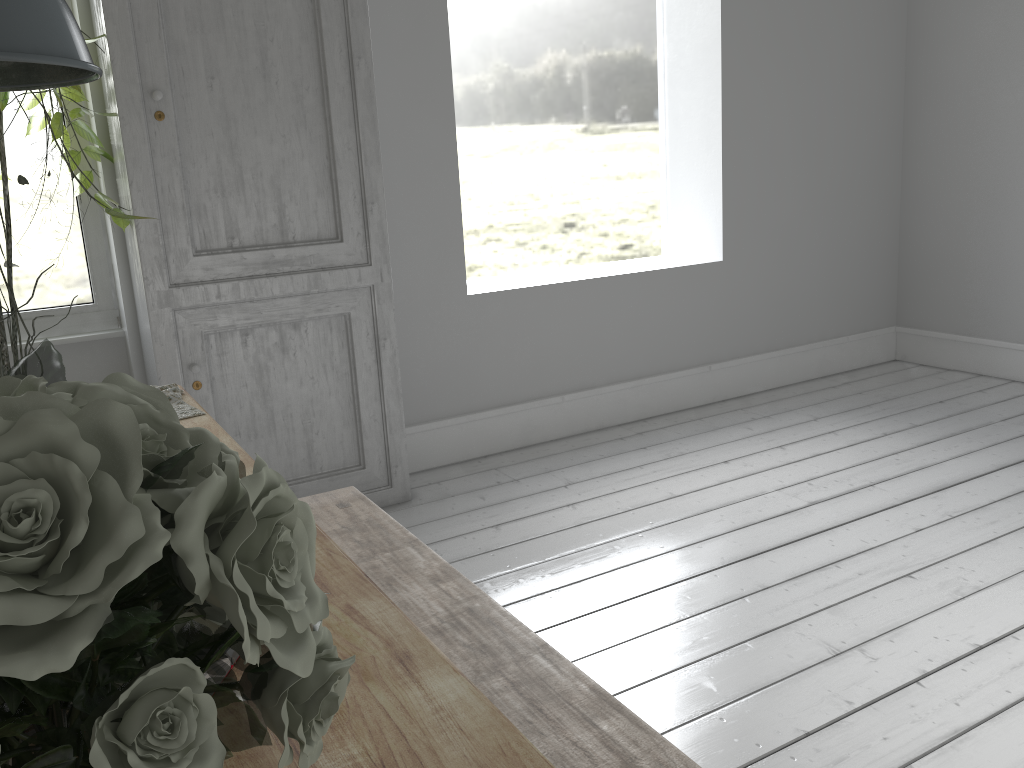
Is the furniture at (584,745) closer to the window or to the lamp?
the lamp

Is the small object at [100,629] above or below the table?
above

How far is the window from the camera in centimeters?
449cm

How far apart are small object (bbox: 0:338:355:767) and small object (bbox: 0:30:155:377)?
3.1m

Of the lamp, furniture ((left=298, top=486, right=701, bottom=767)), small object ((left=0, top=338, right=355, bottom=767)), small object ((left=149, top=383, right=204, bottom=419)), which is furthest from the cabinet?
small object ((left=0, top=338, right=355, bottom=767))

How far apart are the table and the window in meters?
2.2 m

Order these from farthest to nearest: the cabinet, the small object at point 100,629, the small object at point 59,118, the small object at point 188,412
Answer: the cabinet < the small object at point 59,118 < the small object at point 188,412 < the small object at point 100,629

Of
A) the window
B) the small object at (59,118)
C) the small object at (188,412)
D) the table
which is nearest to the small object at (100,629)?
the table

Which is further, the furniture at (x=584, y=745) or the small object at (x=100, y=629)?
the furniture at (x=584, y=745)

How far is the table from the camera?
1.0 meters
